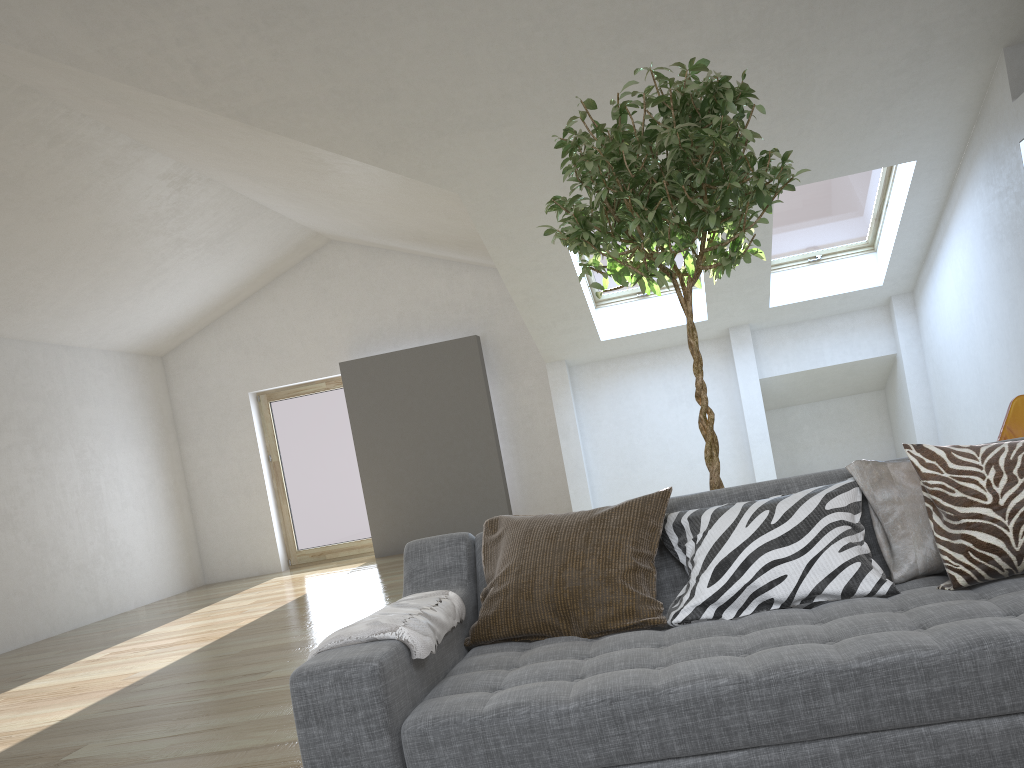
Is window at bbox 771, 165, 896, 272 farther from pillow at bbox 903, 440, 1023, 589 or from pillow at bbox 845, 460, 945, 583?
pillow at bbox 903, 440, 1023, 589

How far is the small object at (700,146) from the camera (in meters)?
2.56

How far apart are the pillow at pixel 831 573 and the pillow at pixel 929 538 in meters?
0.0

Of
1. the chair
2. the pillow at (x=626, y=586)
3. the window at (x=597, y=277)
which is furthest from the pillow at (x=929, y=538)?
the window at (x=597, y=277)

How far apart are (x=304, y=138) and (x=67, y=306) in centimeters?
407cm

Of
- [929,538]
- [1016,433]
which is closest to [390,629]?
[929,538]

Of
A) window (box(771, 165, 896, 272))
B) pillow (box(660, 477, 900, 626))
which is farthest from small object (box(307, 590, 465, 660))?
window (box(771, 165, 896, 272))

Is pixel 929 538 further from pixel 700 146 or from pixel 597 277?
pixel 597 277

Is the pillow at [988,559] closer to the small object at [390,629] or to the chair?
the small object at [390,629]

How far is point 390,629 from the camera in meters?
1.9 m
